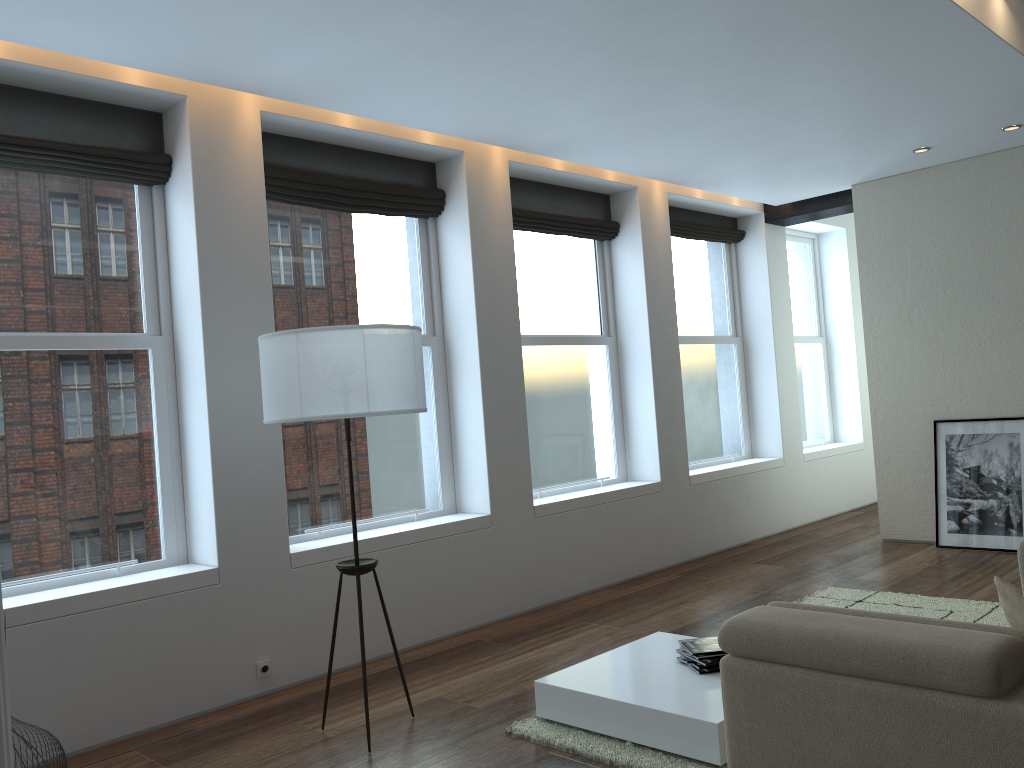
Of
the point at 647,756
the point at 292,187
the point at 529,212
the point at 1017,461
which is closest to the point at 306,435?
the point at 292,187

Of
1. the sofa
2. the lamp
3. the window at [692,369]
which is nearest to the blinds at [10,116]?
the lamp

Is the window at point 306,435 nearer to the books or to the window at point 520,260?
the window at point 520,260

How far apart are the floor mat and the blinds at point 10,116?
3.2 meters

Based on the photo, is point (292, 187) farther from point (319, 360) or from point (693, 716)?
point (693, 716)

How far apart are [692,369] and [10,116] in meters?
5.6

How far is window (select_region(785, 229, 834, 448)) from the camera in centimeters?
944cm

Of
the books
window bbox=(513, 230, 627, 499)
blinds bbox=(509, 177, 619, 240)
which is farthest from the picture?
the books

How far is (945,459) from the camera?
7.0m

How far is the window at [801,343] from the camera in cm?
944
